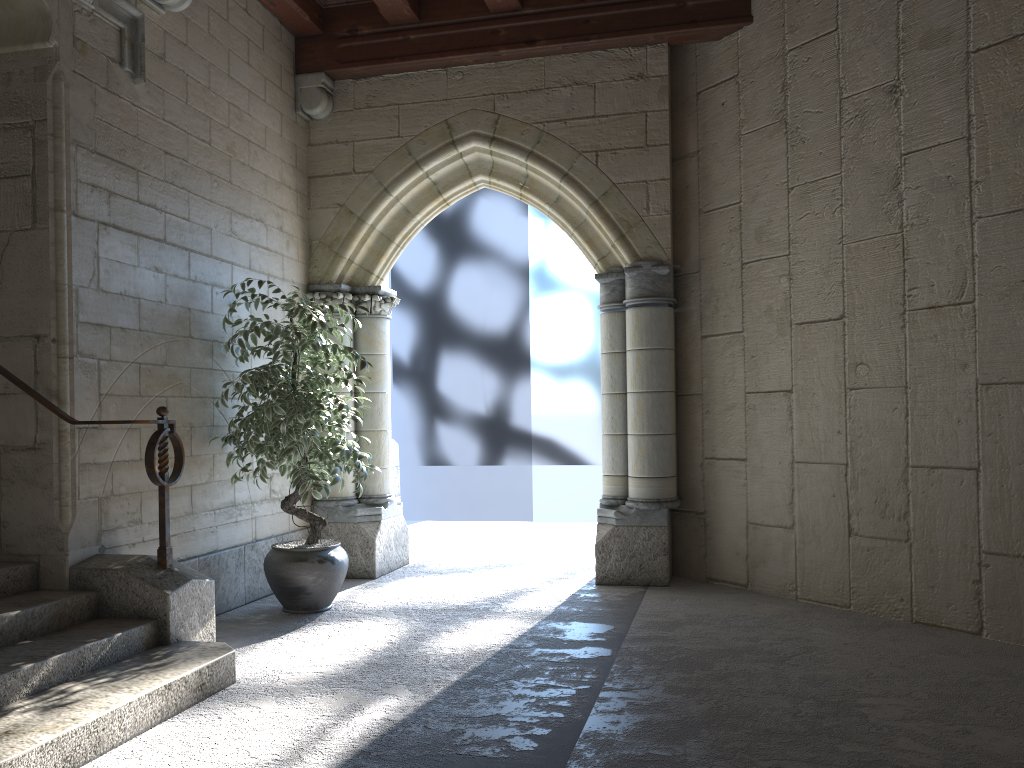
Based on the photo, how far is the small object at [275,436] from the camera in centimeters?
397cm

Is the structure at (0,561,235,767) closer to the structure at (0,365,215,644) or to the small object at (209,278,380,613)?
the structure at (0,365,215,644)

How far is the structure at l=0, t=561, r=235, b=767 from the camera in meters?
2.3

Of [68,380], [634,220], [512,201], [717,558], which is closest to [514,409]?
[512,201]

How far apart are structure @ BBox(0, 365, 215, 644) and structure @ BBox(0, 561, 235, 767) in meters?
0.0

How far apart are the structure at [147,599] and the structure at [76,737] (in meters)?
0.02

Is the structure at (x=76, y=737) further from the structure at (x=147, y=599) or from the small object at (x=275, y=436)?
the small object at (x=275, y=436)

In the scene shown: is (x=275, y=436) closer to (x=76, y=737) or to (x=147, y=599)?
(x=147, y=599)

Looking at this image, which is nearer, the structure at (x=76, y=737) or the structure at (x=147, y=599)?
the structure at (x=76, y=737)

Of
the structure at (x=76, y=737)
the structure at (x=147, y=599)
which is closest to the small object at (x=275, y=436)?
the structure at (x=147, y=599)
